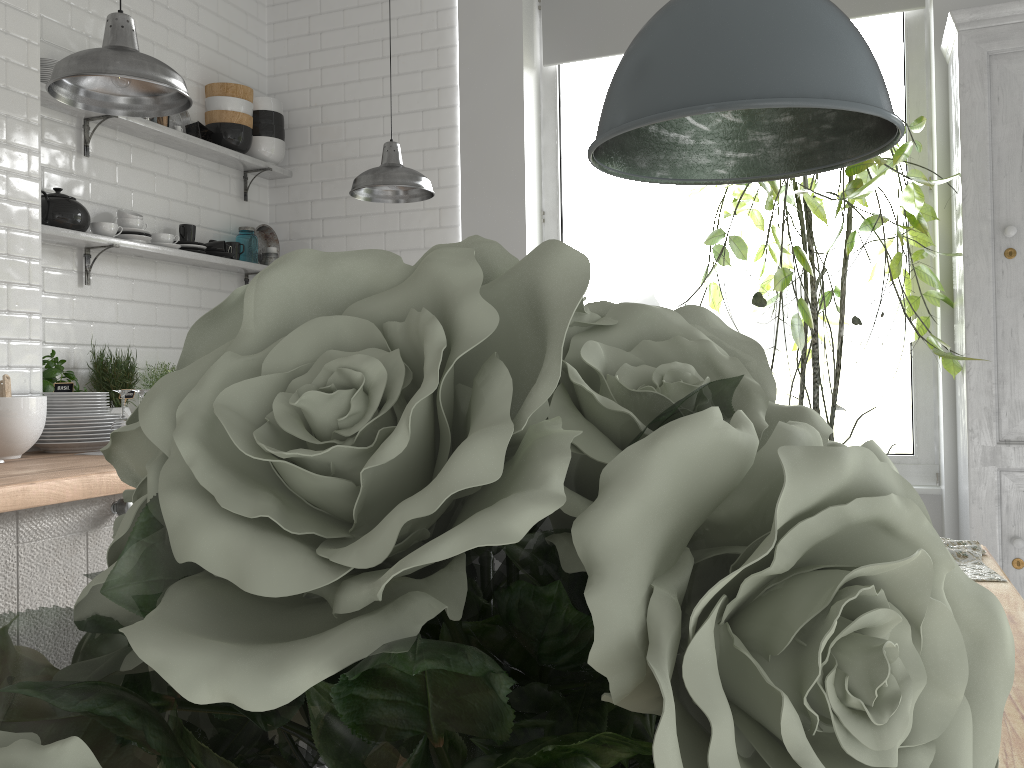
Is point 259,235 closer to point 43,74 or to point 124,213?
point 124,213

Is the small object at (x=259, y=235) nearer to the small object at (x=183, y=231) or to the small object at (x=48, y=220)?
the small object at (x=183, y=231)

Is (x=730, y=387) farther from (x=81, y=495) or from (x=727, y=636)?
(x=81, y=495)

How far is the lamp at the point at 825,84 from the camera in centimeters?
→ 114cm

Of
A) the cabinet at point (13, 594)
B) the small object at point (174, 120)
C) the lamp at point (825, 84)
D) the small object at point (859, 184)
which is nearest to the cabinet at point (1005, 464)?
the small object at point (859, 184)

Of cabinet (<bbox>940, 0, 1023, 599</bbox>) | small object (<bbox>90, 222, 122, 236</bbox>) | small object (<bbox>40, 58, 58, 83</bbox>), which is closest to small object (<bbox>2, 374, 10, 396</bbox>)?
small object (<bbox>90, 222, 122, 236</bbox>)

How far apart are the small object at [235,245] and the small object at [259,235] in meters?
0.3 m

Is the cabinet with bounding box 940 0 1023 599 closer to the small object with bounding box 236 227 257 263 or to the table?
the table

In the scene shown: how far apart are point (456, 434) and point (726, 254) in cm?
403

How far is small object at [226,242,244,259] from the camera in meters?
4.9 m
